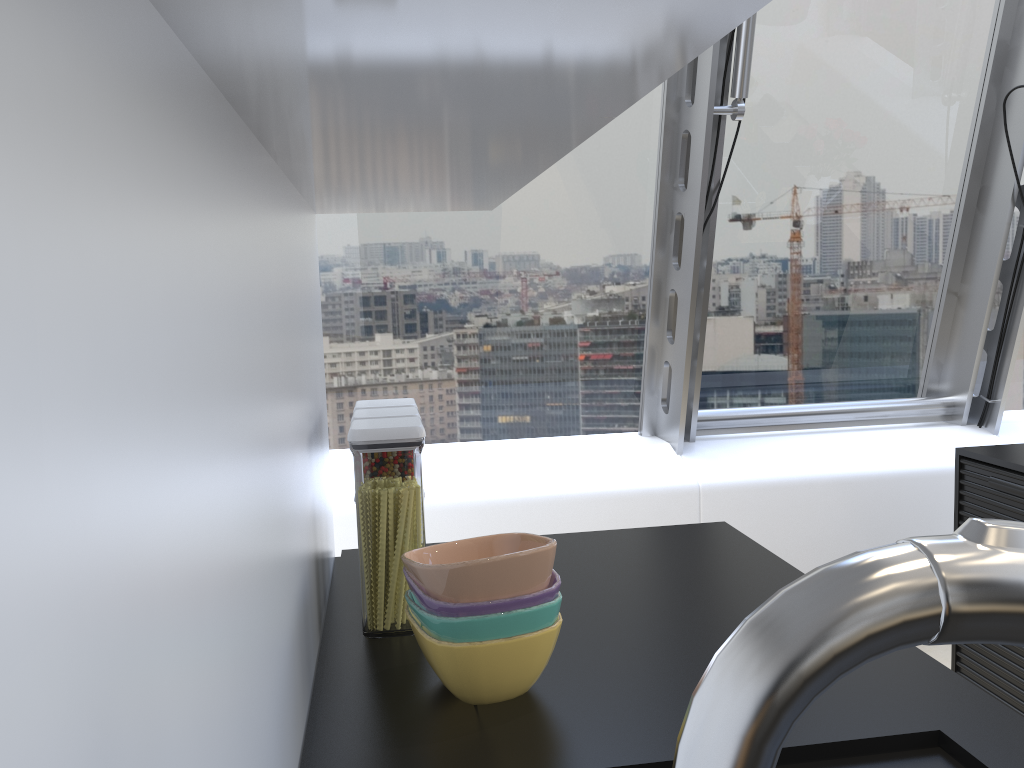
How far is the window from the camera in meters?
3.3 m

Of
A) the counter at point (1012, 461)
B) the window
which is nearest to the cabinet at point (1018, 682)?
the counter at point (1012, 461)

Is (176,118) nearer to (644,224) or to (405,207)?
(405,207)

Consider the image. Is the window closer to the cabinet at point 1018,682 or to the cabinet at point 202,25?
the cabinet at point 1018,682

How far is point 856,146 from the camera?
3.42m

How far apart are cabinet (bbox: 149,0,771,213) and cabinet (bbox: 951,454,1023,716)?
1.65m

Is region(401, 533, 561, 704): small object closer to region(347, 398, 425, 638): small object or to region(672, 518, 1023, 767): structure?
region(347, 398, 425, 638): small object

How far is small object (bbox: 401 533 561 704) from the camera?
1.0 meters

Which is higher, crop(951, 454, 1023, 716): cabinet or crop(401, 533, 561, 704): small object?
crop(401, 533, 561, 704): small object

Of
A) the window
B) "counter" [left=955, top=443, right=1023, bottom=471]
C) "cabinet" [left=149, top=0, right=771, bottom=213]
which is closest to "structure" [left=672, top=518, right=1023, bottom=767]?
"cabinet" [left=149, top=0, right=771, bottom=213]
